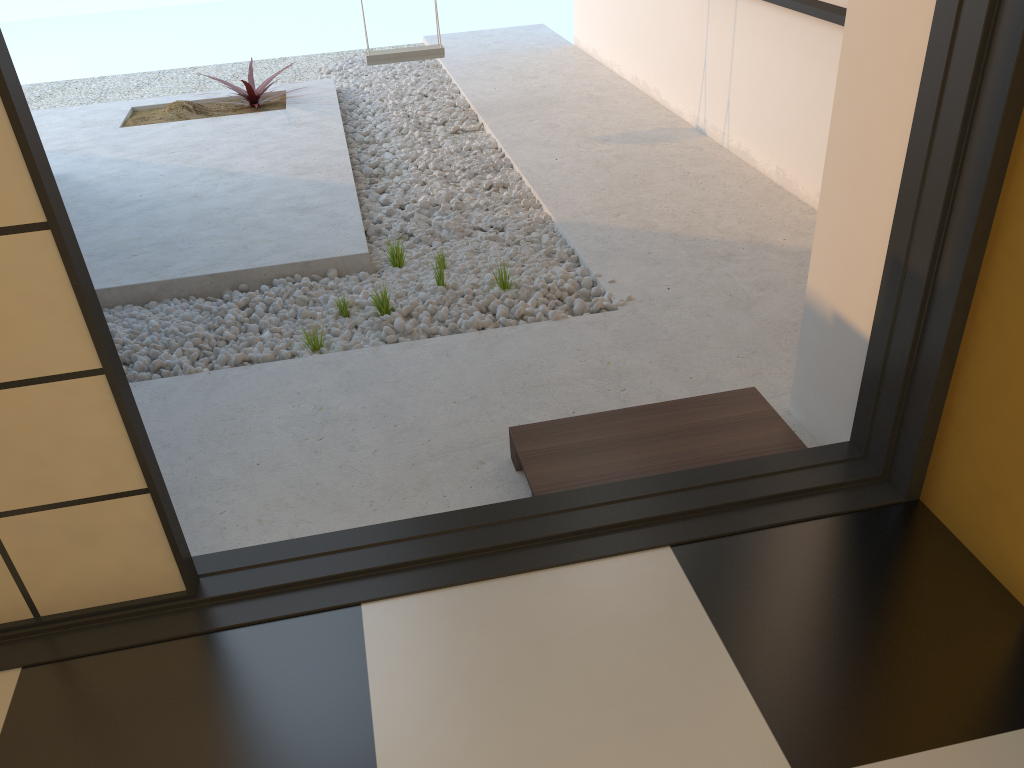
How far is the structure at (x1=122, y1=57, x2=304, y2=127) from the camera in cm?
571

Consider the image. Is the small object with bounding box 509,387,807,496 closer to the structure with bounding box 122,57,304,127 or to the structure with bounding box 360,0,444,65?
the structure with bounding box 360,0,444,65

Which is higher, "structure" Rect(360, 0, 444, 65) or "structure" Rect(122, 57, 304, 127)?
"structure" Rect(360, 0, 444, 65)

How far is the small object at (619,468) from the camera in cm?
218

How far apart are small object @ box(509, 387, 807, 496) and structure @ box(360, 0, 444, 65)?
Result: 3.7 meters

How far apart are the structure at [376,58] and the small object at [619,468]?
3.72m

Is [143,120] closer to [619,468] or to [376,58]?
[376,58]

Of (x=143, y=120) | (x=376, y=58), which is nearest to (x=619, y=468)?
(x=376, y=58)

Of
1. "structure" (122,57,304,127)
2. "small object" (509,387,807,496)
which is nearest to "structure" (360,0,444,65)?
"structure" (122,57,304,127)

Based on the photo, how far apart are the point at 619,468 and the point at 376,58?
4.0m
